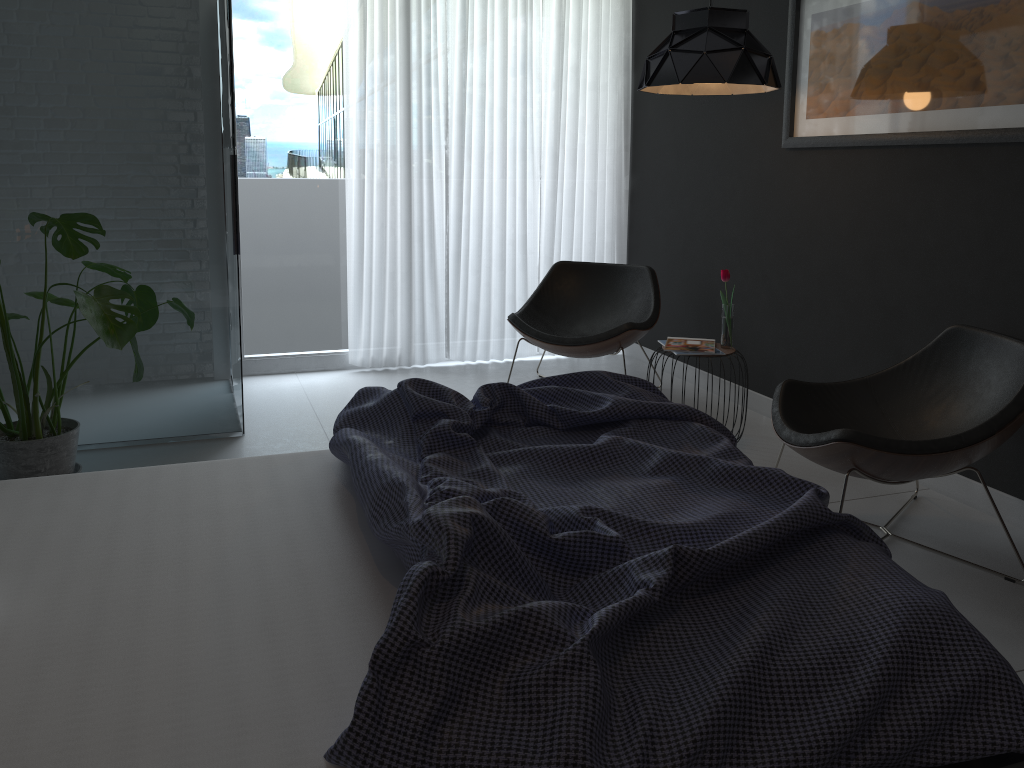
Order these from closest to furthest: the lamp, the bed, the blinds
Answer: the bed < the lamp < the blinds

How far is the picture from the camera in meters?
3.0

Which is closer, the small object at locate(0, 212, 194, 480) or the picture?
the small object at locate(0, 212, 194, 480)

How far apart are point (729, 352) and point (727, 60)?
1.21m

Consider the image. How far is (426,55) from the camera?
5.1m

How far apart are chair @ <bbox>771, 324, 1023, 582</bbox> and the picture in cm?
65

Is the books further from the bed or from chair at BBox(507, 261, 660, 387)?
the bed

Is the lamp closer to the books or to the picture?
the picture

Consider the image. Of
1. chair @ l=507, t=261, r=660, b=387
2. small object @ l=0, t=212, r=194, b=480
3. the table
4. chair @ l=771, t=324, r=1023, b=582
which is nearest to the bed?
chair @ l=771, t=324, r=1023, b=582

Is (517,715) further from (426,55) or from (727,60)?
(426,55)
